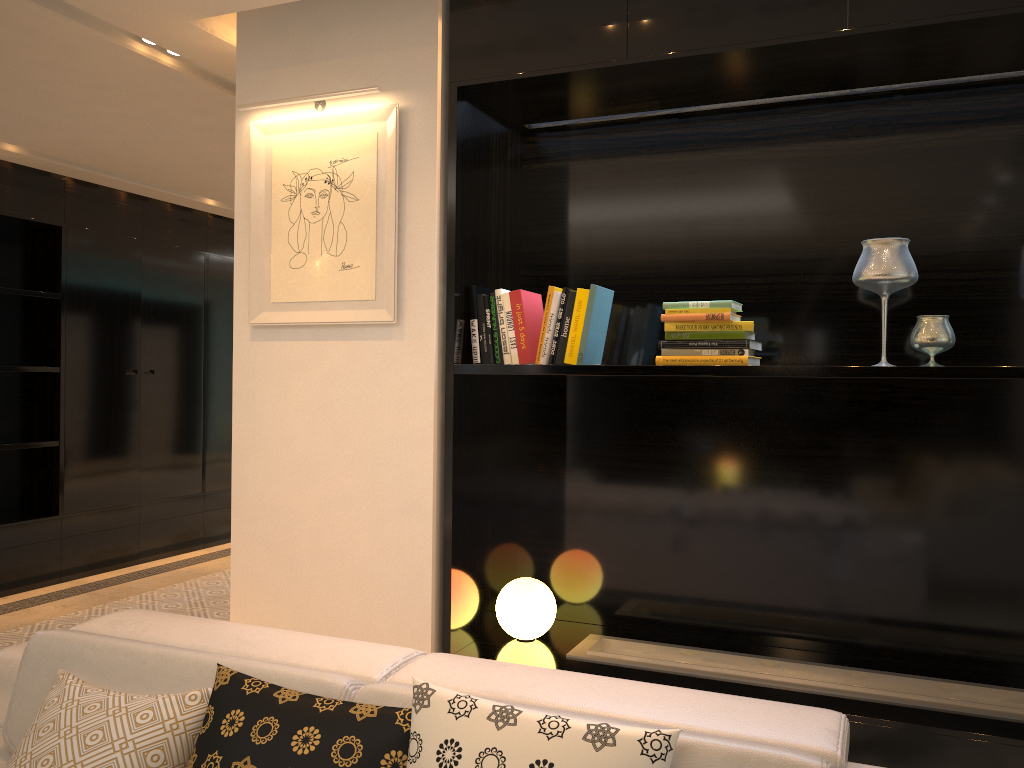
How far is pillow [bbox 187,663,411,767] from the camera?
1.59m

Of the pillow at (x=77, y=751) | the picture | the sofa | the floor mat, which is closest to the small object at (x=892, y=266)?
the sofa

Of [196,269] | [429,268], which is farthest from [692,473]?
[196,269]

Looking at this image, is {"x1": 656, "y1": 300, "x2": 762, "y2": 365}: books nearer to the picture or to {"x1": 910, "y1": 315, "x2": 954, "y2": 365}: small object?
{"x1": 910, "y1": 315, "x2": 954, "y2": 365}: small object

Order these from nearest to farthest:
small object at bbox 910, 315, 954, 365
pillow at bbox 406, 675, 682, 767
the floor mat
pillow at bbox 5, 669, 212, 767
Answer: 1. pillow at bbox 406, 675, 682, 767
2. pillow at bbox 5, 669, 212, 767
3. small object at bbox 910, 315, 954, 365
4. the floor mat

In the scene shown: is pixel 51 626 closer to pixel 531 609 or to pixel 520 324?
pixel 531 609

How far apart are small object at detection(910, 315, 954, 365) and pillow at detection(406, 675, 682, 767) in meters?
1.6 m

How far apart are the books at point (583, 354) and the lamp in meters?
0.8

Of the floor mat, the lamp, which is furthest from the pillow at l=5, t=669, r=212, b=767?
the floor mat

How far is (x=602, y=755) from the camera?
1.45m
